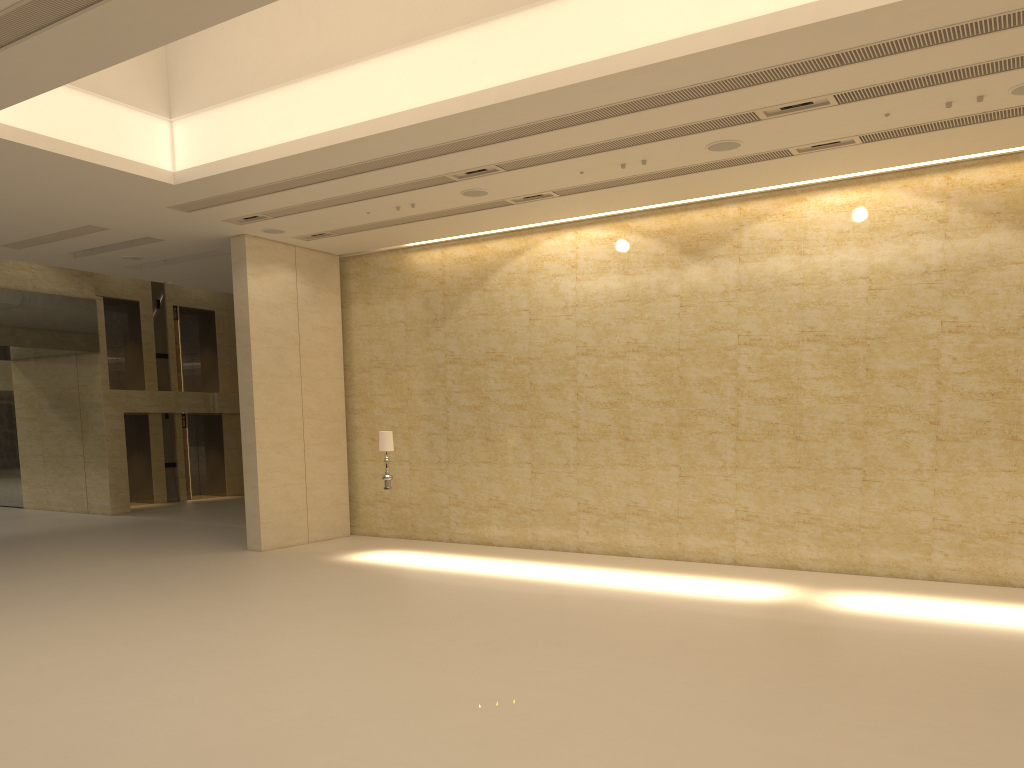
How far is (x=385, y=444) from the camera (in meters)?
15.29

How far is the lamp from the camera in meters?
15.3 m

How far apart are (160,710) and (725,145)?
9.7 meters

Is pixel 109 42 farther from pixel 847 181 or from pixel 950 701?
pixel 847 181

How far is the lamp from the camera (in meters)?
15.29
